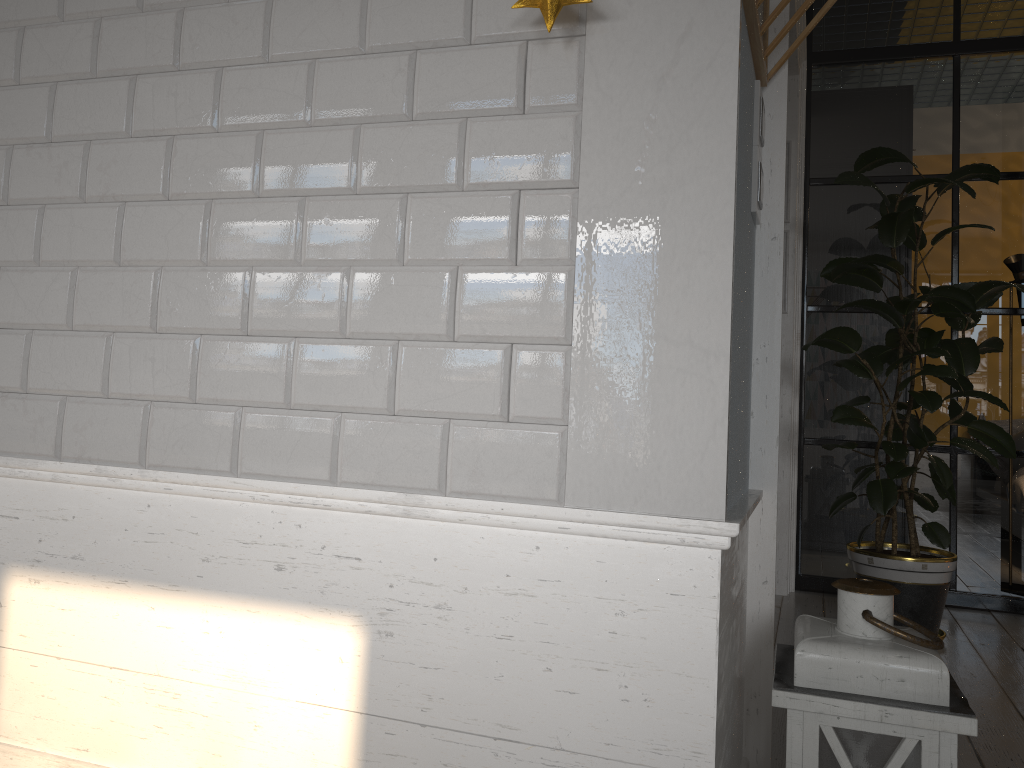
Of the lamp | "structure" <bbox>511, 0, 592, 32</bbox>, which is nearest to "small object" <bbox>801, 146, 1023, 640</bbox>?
the lamp

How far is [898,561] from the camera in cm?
299

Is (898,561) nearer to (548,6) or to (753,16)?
(753,16)

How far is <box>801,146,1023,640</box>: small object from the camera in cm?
299

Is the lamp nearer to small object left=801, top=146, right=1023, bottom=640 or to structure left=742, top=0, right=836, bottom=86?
structure left=742, top=0, right=836, bottom=86

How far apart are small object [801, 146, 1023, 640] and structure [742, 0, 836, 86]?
1.37m

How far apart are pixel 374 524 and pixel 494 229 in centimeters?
51cm

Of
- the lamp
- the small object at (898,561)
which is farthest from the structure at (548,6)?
the small object at (898,561)

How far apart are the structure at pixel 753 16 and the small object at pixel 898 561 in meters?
→ 1.4

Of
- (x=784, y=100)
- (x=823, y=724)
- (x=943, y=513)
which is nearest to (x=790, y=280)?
(x=943, y=513)
